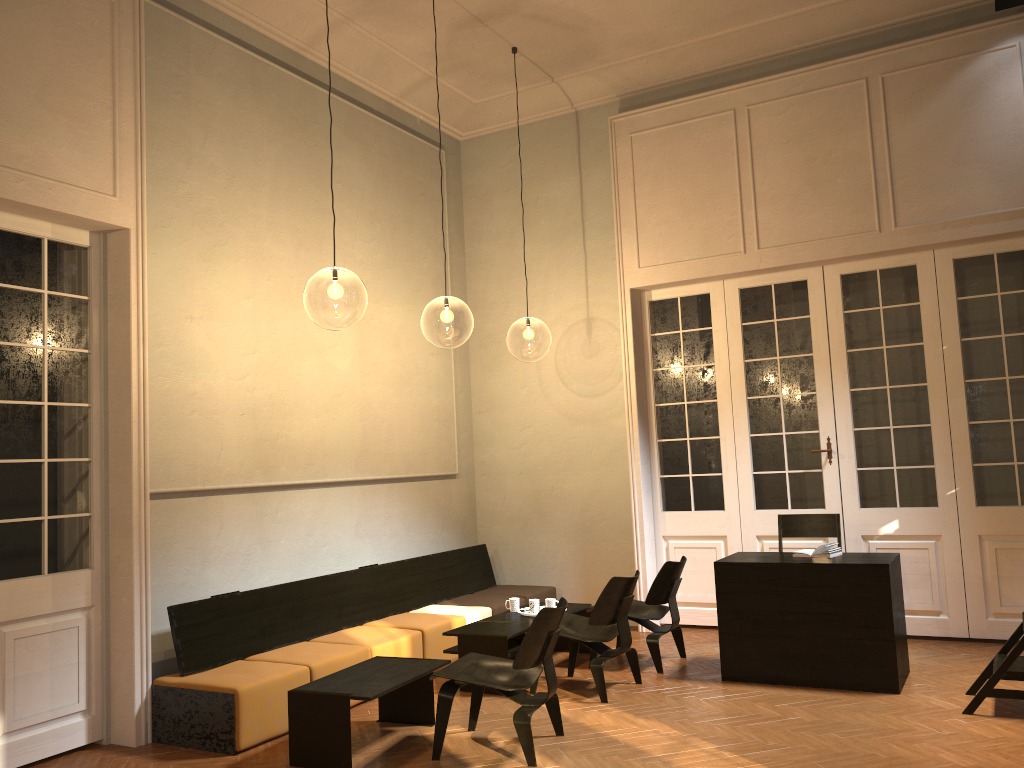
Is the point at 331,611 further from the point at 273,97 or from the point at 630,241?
the point at 630,241

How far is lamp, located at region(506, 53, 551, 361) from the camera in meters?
23.2

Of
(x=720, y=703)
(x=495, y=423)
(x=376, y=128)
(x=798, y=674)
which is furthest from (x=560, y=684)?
(x=376, y=128)

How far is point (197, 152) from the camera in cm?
640

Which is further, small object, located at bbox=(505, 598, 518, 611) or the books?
small object, located at bbox=(505, 598, 518, 611)

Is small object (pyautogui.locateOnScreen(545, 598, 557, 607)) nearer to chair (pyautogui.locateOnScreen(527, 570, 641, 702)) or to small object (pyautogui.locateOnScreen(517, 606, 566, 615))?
small object (pyautogui.locateOnScreen(517, 606, 566, 615))

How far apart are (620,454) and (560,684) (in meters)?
2.79

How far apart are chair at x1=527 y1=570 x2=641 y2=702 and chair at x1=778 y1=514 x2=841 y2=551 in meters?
1.8

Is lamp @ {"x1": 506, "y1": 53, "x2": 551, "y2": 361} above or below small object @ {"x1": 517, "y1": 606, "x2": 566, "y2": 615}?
above

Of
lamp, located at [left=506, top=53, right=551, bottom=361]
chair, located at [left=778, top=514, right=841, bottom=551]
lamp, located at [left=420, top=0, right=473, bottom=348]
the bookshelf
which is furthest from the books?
lamp, located at [left=506, top=53, right=551, bottom=361]
